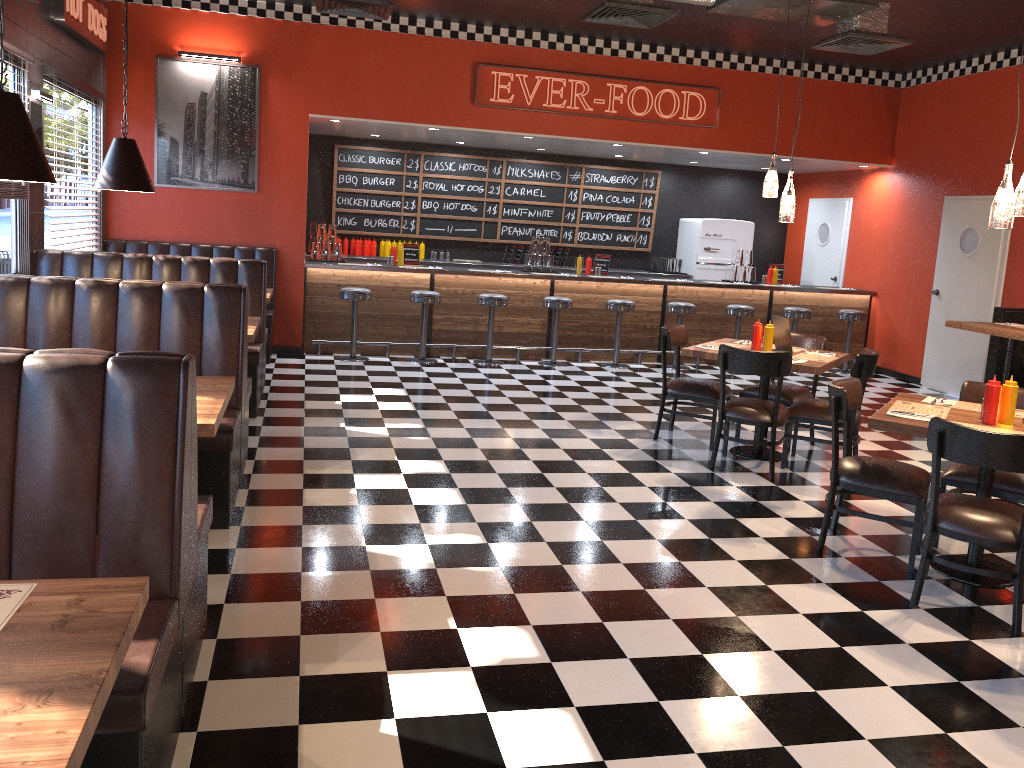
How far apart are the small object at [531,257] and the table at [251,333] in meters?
4.8 m

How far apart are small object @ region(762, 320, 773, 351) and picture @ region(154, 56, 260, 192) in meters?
5.7 m

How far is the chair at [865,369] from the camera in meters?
5.9

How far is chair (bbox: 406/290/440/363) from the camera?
9.5 meters

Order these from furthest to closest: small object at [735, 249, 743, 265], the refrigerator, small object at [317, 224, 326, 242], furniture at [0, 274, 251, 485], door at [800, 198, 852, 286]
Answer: Result: the refrigerator, door at [800, 198, 852, 286], small object at [735, 249, 743, 265], small object at [317, 224, 326, 242], furniture at [0, 274, 251, 485]

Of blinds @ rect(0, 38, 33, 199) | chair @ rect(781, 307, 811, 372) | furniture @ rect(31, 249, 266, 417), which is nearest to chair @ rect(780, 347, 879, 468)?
furniture @ rect(31, 249, 266, 417)

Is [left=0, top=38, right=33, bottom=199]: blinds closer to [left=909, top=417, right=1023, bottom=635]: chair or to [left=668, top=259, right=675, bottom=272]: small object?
[left=909, top=417, right=1023, bottom=635]: chair

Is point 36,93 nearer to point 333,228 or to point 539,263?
point 333,228

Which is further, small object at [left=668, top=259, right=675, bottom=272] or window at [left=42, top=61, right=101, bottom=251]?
small object at [left=668, top=259, right=675, bottom=272]

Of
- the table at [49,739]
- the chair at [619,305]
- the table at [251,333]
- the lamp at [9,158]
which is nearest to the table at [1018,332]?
the chair at [619,305]
